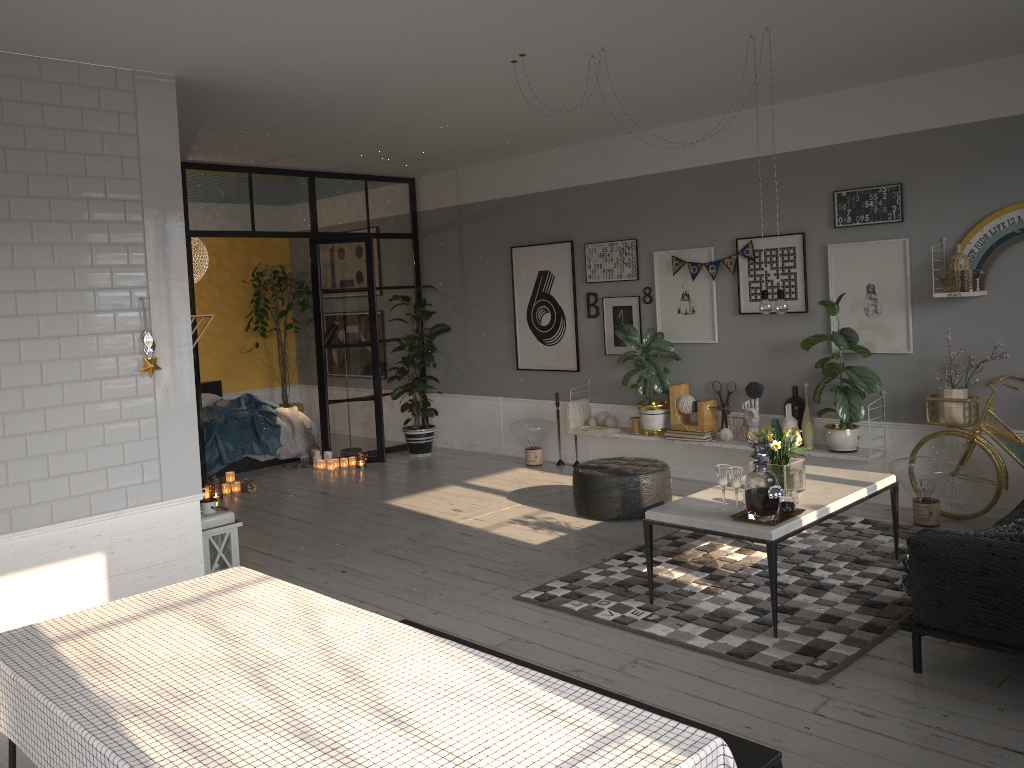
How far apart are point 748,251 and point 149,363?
4.5 meters

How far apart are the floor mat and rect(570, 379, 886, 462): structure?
0.5m

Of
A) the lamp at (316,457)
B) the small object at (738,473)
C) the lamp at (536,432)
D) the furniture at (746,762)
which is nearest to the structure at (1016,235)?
the small object at (738,473)

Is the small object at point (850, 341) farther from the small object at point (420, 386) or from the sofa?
the small object at point (420, 386)

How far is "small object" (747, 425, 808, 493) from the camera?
4.67m

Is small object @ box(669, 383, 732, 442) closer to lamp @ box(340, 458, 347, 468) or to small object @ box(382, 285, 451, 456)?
small object @ box(382, 285, 451, 456)

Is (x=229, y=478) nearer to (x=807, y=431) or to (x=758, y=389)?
(x=758, y=389)

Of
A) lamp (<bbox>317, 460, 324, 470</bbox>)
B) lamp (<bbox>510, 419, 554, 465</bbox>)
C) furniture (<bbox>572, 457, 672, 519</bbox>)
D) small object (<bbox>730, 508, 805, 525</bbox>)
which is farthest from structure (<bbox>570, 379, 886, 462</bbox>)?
lamp (<bbox>317, 460, 324, 470</bbox>)

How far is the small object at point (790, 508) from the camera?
4.32m

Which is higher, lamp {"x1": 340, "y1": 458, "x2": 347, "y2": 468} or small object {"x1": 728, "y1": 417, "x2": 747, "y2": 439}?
small object {"x1": 728, "y1": 417, "x2": 747, "y2": 439}
